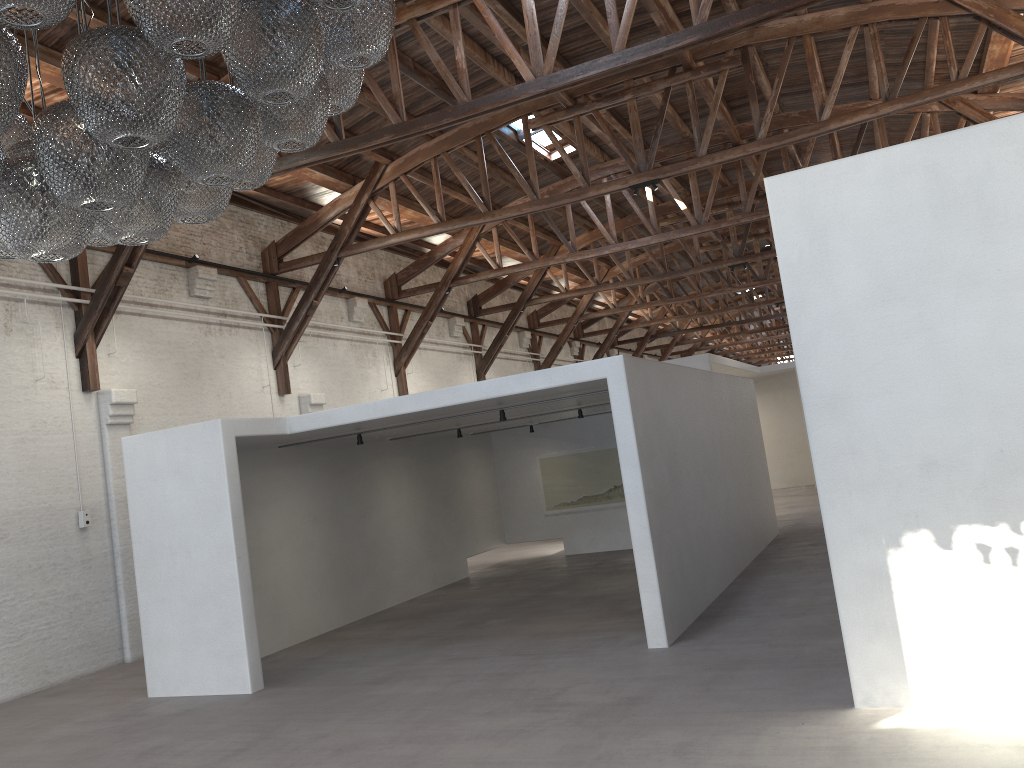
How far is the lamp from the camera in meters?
2.6

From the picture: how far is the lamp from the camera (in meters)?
2.62

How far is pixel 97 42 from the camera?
2.62m
